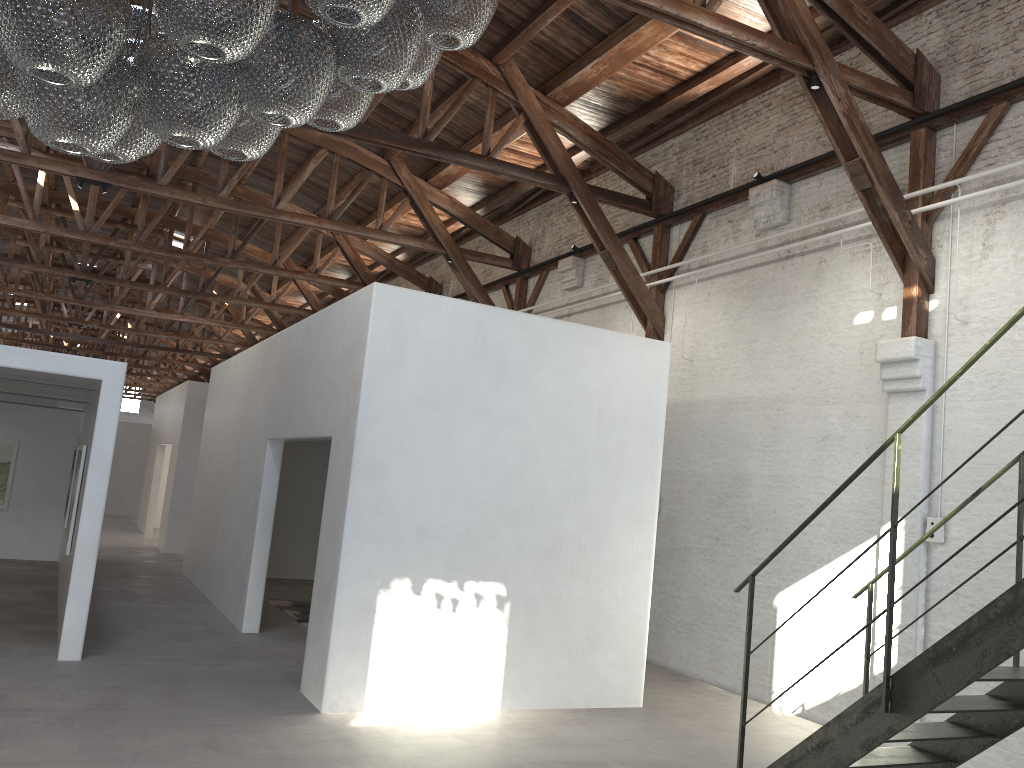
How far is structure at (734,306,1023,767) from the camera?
3.8m

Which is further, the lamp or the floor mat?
the floor mat

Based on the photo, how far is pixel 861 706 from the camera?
4.3 meters

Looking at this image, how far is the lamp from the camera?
2.4m

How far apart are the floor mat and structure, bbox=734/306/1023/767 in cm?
647

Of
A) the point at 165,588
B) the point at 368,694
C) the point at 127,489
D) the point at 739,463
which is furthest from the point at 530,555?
the point at 127,489

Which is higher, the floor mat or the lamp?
the lamp

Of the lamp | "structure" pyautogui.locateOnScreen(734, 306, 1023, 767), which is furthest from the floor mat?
the lamp

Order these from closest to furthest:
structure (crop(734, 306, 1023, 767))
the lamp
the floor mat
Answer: the lamp
structure (crop(734, 306, 1023, 767))
the floor mat

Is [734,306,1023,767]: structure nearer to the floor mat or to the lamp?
the lamp
